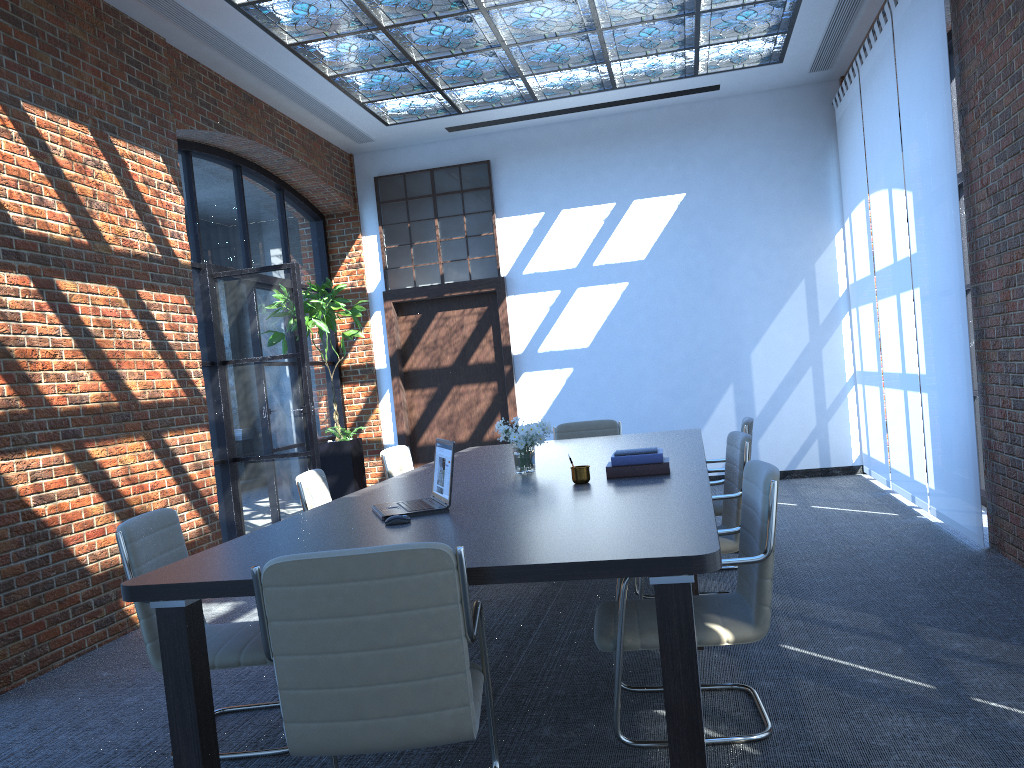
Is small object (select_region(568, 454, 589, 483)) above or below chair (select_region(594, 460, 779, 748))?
above

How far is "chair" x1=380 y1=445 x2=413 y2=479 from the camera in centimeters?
598cm

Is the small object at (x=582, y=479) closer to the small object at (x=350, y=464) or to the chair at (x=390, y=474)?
the chair at (x=390, y=474)

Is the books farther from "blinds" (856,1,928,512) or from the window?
the window

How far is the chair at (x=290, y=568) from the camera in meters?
2.3

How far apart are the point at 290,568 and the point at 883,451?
6.9m

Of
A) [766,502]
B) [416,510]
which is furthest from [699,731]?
[416,510]

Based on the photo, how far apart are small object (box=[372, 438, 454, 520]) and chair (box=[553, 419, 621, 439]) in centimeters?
338cm

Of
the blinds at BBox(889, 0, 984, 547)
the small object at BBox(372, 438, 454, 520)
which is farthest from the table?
the blinds at BBox(889, 0, 984, 547)

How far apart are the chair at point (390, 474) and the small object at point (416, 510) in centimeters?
215cm
